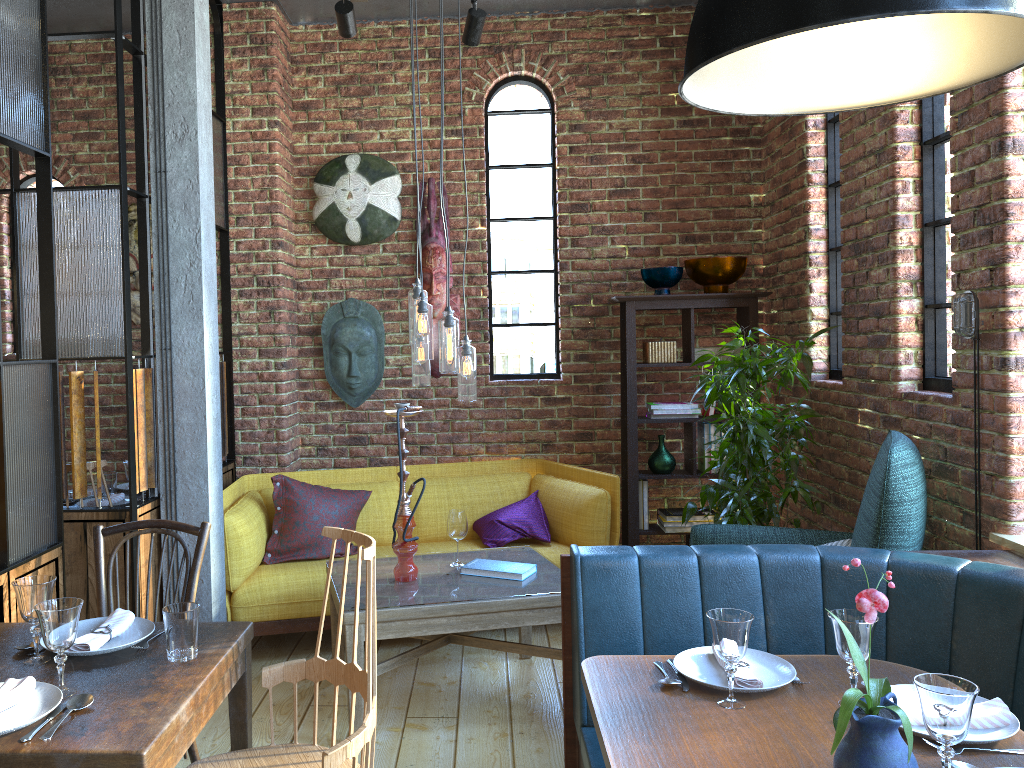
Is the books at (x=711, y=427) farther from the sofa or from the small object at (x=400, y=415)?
the small object at (x=400, y=415)

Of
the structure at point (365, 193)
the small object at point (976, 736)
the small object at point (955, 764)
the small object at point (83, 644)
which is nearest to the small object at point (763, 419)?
the small object at point (976, 736)

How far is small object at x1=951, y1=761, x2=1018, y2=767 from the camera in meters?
1.7 m

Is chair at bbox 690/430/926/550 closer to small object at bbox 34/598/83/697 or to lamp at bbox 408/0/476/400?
lamp at bbox 408/0/476/400

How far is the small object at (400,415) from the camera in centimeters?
342cm

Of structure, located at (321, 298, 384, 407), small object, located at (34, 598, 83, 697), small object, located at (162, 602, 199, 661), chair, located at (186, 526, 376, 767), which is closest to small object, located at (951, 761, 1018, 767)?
chair, located at (186, 526, 376, 767)

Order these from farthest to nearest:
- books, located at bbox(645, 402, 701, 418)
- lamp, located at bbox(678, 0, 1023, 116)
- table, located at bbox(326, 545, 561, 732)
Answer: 1. books, located at bbox(645, 402, 701, 418)
2. table, located at bbox(326, 545, 561, 732)
3. lamp, located at bbox(678, 0, 1023, 116)

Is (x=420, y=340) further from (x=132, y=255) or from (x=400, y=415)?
(x=132, y=255)

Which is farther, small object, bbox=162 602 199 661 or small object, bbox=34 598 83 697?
small object, bbox=162 602 199 661

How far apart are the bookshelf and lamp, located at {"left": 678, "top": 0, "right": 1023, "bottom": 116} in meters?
3.1 m
